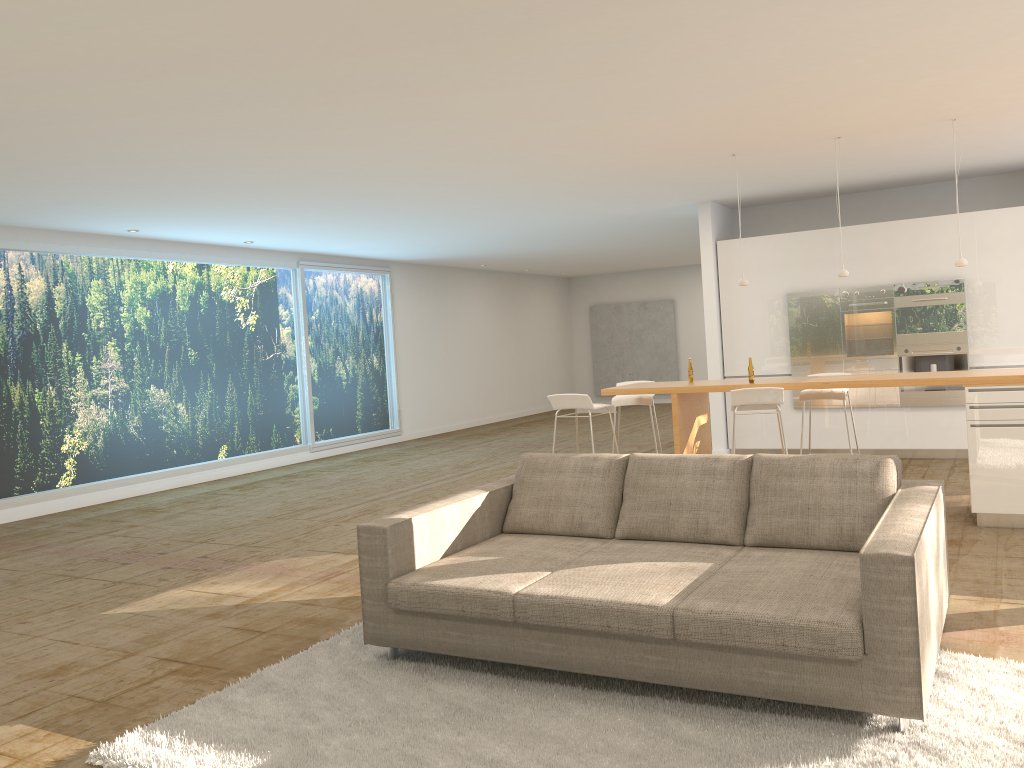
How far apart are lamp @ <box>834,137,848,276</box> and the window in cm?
776

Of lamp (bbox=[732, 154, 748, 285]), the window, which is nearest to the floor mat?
lamp (bbox=[732, 154, 748, 285])

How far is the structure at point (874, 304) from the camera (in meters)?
9.45

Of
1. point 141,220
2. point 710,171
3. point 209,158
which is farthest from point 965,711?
point 141,220

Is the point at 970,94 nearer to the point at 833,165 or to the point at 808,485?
the point at 833,165

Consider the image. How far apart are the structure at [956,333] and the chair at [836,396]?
2.42m

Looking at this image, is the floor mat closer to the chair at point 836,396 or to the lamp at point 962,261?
the chair at point 836,396

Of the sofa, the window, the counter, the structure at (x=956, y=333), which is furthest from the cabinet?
the window

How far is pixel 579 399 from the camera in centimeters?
715cm

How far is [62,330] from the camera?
9.6 meters
